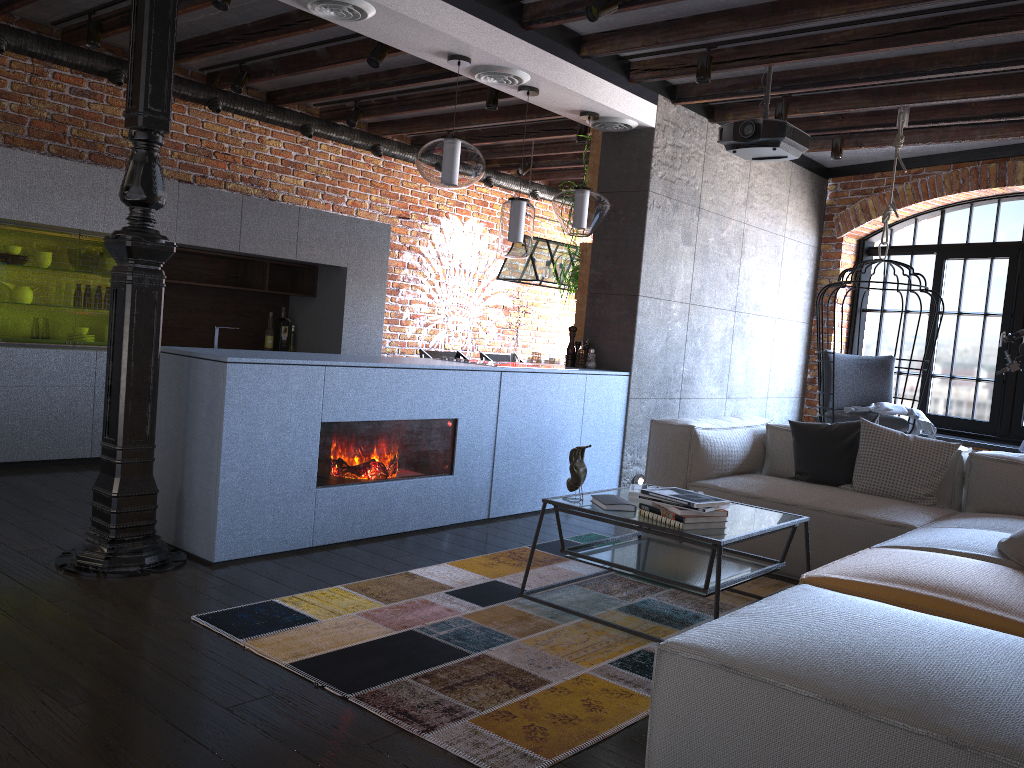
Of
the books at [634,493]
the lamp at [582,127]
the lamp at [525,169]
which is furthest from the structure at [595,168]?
the books at [634,493]

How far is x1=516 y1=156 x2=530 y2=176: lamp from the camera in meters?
8.4

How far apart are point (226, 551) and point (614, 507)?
1.6 meters

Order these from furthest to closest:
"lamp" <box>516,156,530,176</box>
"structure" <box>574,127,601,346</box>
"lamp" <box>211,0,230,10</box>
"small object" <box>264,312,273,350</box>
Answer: "lamp" <box>516,156,530,176</box> → "small object" <box>264,312,273,350</box> → "structure" <box>574,127,601,346</box> → "lamp" <box>211,0,230,10</box>

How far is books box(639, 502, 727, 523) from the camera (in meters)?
3.08

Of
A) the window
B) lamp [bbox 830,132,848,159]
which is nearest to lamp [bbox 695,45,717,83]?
lamp [bbox 830,132,848,159]

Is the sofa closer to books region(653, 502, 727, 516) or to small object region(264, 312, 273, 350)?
books region(653, 502, 727, 516)

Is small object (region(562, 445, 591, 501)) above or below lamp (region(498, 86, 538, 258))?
below

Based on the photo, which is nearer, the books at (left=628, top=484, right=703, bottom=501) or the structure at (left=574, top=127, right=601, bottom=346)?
the books at (left=628, top=484, right=703, bottom=501)

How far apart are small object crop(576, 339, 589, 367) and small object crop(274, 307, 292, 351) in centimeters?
259cm
